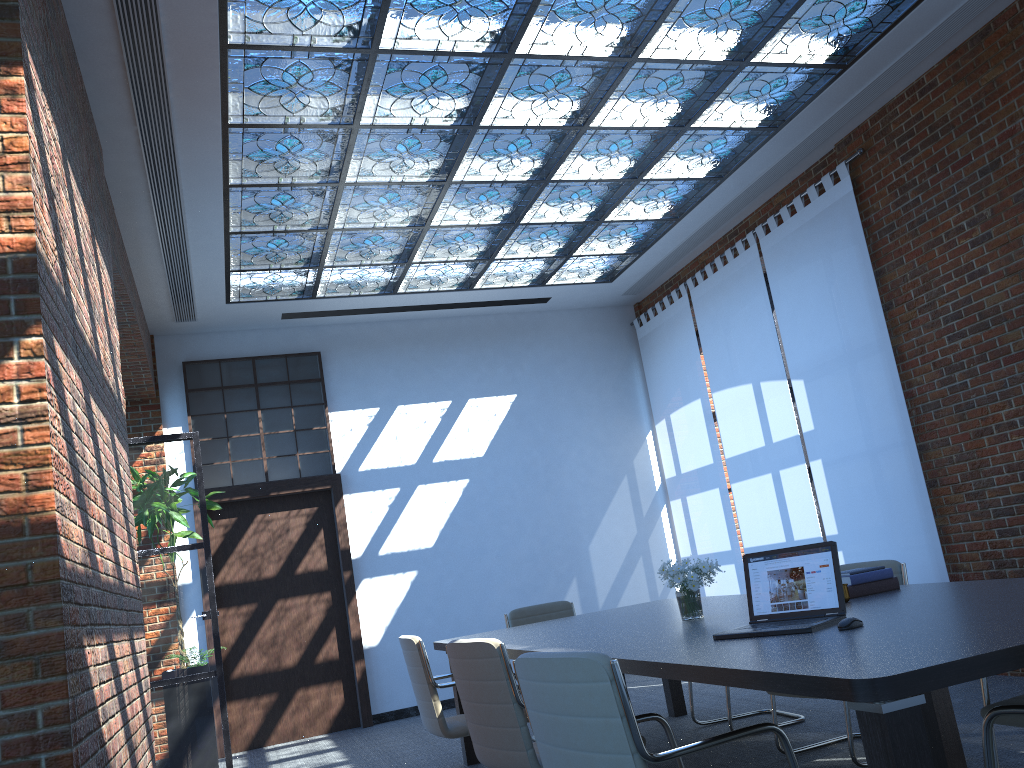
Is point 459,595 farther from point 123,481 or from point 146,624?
point 123,481

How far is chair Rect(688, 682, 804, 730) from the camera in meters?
5.2 m

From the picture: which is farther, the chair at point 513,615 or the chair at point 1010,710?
the chair at point 513,615

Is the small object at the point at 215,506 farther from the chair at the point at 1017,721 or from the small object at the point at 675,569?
the chair at the point at 1017,721

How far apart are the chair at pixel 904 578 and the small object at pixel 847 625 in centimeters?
161cm

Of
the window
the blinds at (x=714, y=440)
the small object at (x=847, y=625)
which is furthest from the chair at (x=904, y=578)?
the window

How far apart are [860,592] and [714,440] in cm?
483

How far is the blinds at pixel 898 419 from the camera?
6.4m

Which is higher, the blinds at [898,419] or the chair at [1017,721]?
the blinds at [898,419]

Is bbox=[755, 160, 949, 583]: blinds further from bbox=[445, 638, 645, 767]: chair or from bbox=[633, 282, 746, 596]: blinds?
bbox=[445, 638, 645, 767]: chair
